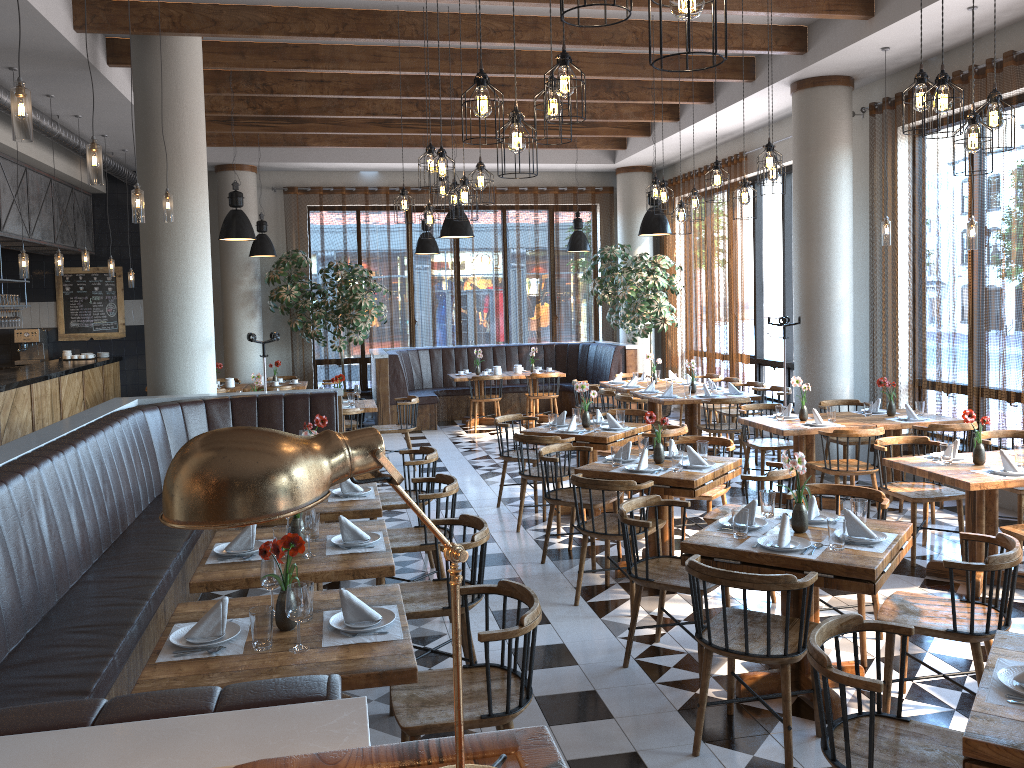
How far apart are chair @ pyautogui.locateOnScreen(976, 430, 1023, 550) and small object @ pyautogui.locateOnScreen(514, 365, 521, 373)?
7.80m

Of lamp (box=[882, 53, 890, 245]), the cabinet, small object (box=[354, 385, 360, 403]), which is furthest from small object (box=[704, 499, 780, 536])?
the cabinet

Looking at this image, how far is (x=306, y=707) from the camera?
1.7m

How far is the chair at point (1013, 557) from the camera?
3.64m

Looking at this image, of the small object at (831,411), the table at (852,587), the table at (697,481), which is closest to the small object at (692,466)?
the table at (697,481)

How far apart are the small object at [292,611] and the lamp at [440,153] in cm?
358

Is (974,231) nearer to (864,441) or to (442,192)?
(864,441)

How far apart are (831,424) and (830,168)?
2.93m

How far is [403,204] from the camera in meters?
7.6 m

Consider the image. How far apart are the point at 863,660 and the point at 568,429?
3.44m
